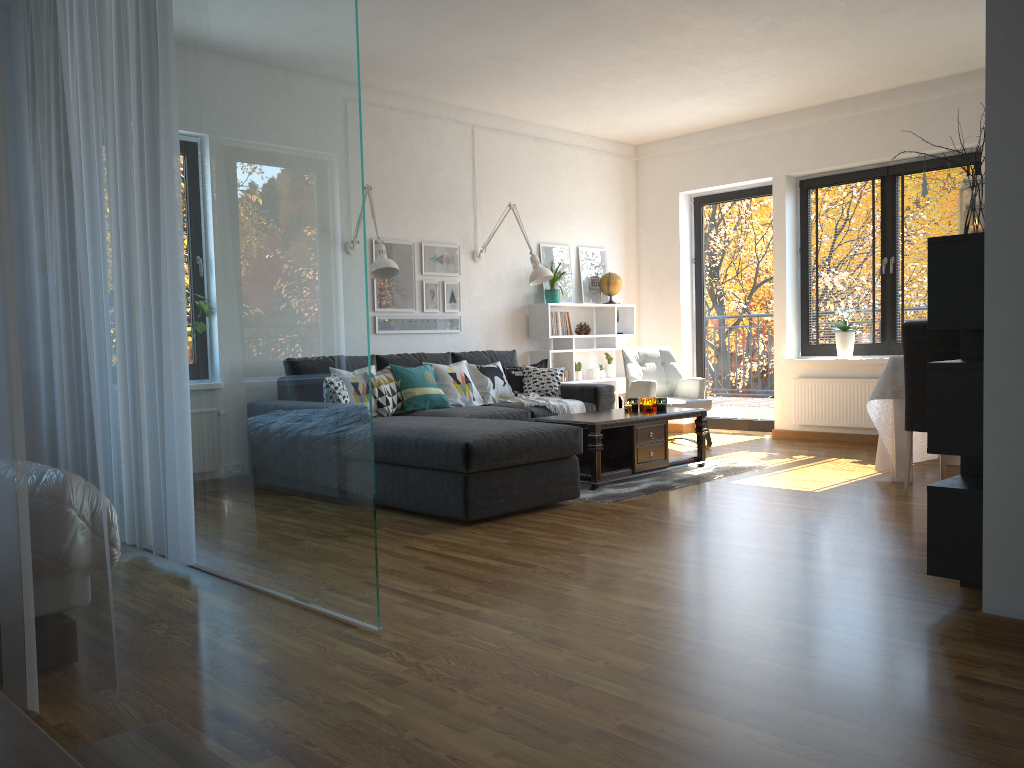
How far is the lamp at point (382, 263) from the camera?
5.8 meters

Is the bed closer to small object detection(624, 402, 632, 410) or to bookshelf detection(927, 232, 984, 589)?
bookshelf detection(927, 232, 984, 589)

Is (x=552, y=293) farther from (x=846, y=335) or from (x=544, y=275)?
(x=846, y=335)

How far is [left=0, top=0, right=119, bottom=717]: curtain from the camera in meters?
2.0

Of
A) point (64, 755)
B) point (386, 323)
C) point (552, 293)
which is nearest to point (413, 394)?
point (386, 323)

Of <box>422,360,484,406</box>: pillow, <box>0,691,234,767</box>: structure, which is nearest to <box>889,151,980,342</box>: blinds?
<box>422,360,484,406</box>: pillow

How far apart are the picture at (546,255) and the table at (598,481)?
2.15m

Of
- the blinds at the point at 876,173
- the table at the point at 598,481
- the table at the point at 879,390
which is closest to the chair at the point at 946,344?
the table at the point at 879,390

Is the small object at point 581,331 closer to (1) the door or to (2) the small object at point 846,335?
(1) the door

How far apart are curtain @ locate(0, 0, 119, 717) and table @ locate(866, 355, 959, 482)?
4.4m
